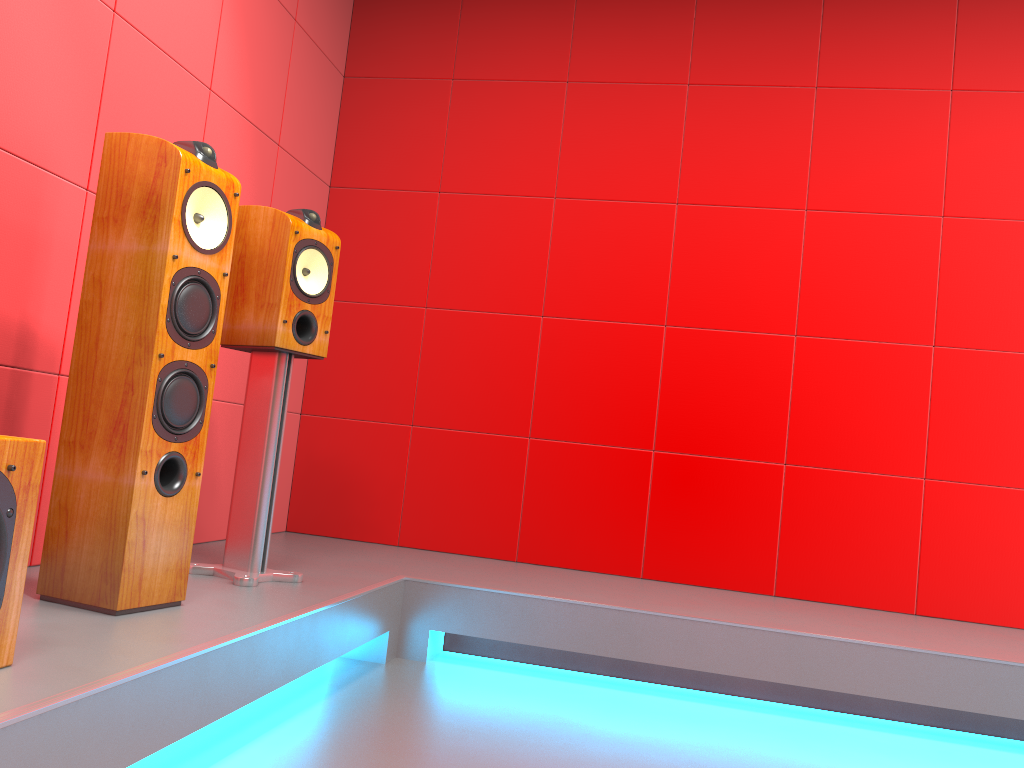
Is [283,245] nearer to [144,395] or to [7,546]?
[144,395]

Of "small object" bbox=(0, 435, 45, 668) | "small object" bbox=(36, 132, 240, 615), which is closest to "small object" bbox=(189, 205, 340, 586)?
"small object" bbox=(36, 132, 240, 615)

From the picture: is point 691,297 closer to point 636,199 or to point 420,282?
point 636,199

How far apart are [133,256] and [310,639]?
1.0m

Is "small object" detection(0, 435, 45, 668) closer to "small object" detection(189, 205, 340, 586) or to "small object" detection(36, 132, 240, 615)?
"small object" detection(36, 132, 240, 615)

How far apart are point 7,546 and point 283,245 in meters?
1.3

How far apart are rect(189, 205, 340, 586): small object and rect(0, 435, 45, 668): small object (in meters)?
0.95

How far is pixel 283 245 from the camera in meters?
2.4 m

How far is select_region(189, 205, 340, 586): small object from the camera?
2.4 meters

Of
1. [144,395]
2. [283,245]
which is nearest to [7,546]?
[144,395]
